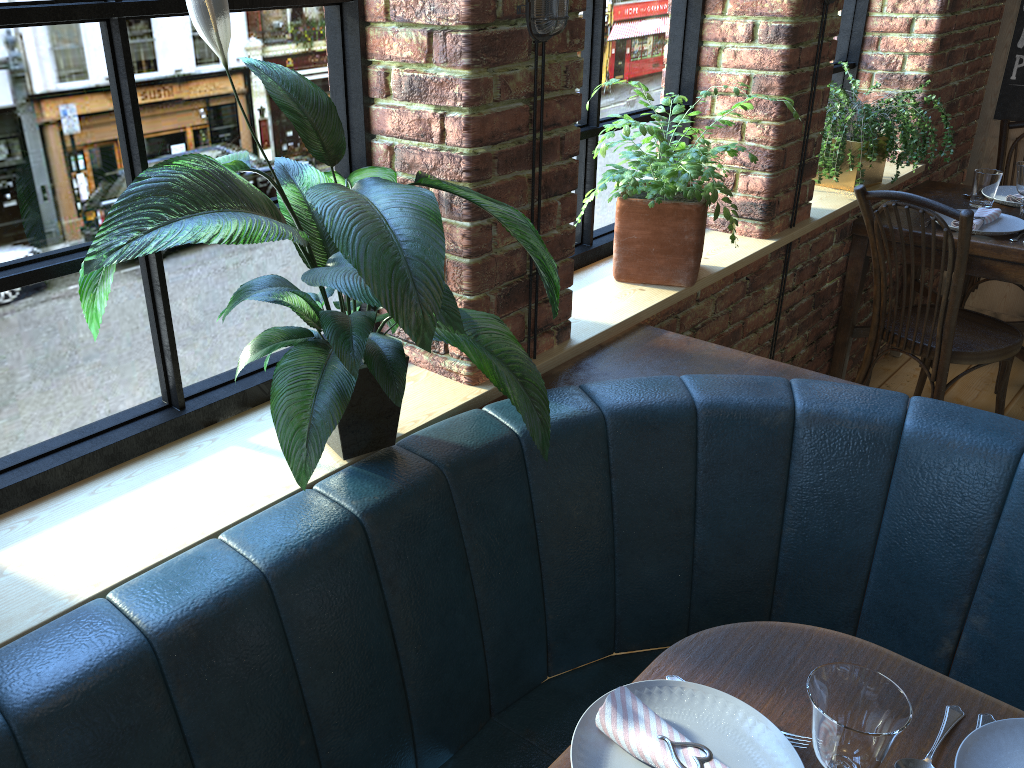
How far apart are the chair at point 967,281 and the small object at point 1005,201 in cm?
38

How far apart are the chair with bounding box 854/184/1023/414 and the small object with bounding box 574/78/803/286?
0.7m

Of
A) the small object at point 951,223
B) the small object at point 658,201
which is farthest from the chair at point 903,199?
the small object at point 658,201

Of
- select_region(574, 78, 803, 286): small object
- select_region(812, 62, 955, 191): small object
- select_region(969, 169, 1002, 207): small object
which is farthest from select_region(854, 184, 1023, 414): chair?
select_region(574, 78, 803, 286): small object

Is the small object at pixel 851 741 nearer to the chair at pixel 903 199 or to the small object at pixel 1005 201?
the chair at pixel 903 199

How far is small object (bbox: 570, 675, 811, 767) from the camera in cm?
107

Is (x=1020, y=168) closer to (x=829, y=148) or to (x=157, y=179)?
(x=829, y=148)

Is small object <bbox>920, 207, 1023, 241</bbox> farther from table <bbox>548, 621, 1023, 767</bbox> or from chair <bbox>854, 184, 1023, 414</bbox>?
table <bbox>548, 621, 1023, 767</bbox>

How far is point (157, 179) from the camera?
1.0 meters

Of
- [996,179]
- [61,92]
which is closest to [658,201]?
[61,92]
